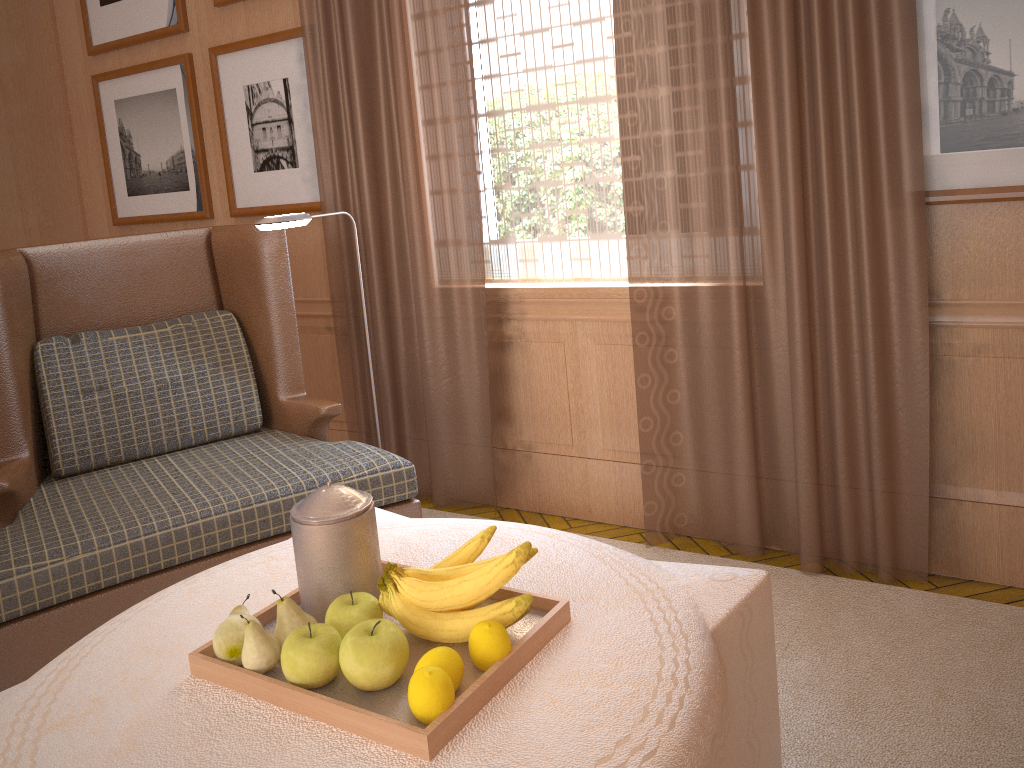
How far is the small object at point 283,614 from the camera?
2.38m

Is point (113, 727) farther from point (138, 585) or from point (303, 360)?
point (303, 360)

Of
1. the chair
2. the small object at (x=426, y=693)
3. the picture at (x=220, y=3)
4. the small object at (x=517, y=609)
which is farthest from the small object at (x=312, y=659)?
the picture at (x=220, y=3)

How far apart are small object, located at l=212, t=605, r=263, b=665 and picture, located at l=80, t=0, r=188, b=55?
5.24m

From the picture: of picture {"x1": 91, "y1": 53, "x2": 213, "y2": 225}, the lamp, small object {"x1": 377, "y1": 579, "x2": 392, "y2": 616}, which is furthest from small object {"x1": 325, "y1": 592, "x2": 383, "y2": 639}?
picture {"x1": 91, "y1": 53, "x2": 213, "y2": 225}

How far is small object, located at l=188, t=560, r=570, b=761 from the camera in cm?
204

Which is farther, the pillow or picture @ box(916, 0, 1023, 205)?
the pillow

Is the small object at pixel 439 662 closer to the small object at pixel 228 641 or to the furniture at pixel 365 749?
the furniture at pixel 365 749

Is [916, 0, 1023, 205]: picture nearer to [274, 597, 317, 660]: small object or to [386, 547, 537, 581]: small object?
[386, 547, 537, 581]: small object

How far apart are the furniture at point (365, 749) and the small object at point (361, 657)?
0.12m
